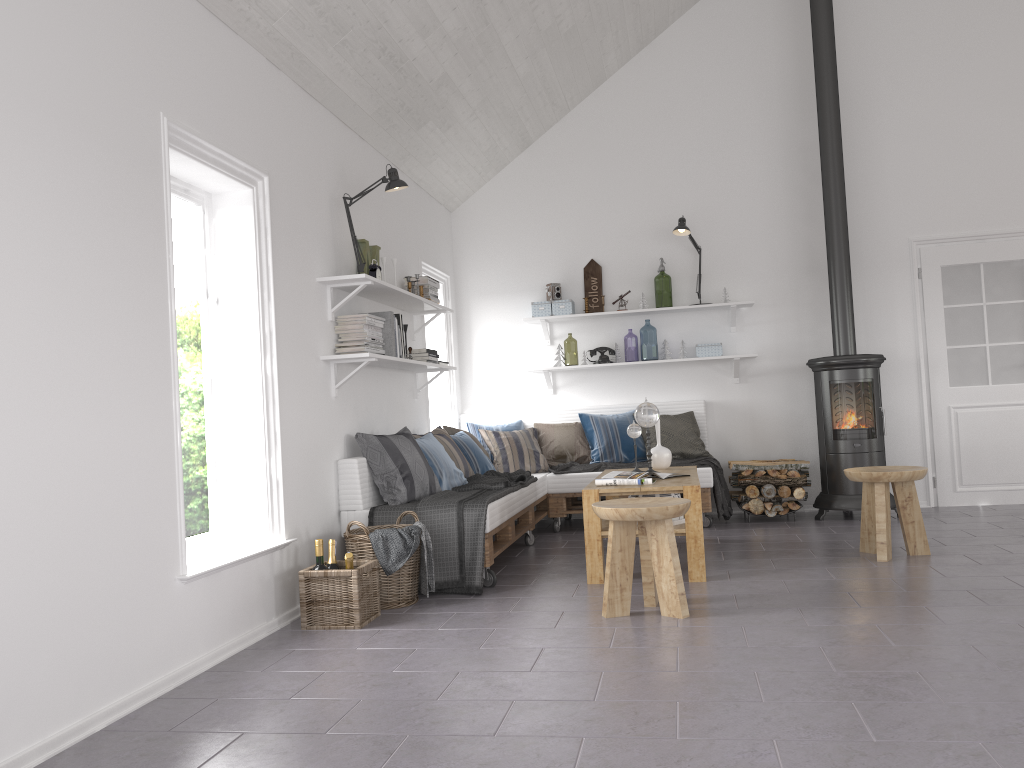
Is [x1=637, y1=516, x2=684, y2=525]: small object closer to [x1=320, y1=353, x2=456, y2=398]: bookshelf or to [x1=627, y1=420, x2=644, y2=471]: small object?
[x1=627, y1=420, x2=644, y2=471]: small object

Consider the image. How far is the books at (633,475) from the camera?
4.9 meters

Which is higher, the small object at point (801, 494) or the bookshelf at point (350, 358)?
the bookshelf at point (350, 358)

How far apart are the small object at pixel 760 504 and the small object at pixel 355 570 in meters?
3.4 m

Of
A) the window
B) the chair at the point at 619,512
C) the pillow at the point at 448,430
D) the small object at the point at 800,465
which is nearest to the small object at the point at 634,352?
the small object at the point at 800,465

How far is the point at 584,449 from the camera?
6.8 meters

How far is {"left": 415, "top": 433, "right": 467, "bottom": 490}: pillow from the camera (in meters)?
5.34

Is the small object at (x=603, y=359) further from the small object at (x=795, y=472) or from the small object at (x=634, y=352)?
the small object at (x=634, y=352)

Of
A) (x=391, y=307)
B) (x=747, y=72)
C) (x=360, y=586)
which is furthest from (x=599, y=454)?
(x=747, y=72)

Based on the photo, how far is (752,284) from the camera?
7.1m
